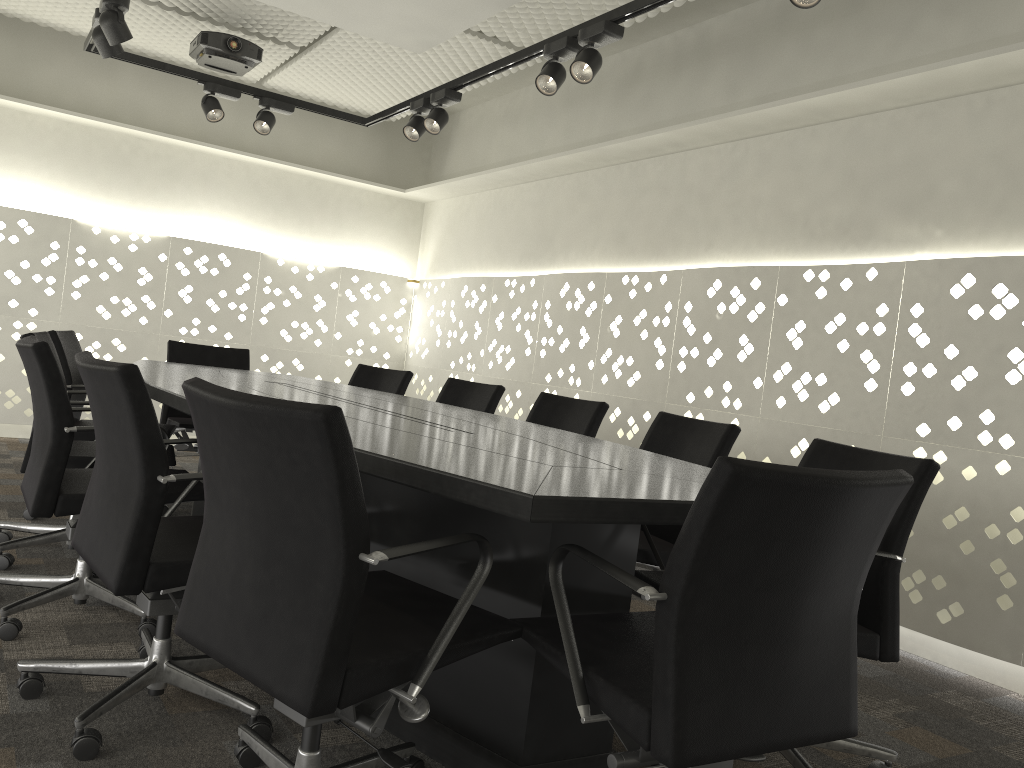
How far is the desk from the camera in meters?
1.4 m

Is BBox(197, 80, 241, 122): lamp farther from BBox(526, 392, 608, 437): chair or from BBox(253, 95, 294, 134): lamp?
BBox(526, 392, 608, 437): chair

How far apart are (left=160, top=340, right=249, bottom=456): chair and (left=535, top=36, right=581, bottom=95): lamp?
2.21m

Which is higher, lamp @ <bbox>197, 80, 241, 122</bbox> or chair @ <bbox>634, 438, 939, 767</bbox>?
lamp @ <bbox>197, 80, 241, 122</bbox>

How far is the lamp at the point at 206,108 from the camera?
4.44m

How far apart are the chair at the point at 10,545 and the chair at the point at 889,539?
1.7 meters

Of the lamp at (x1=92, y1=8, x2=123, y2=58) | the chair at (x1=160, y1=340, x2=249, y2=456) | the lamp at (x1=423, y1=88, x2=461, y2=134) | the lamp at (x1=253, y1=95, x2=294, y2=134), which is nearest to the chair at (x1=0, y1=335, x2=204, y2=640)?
the chair at (x1=160, y1=340, x2=249, y2=456)

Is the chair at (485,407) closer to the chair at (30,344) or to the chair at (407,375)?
the chair at (407,375)

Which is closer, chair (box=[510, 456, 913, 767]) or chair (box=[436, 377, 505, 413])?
chair (box=[510, 456, 913, 767])

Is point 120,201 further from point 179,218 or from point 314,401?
point 314,401
